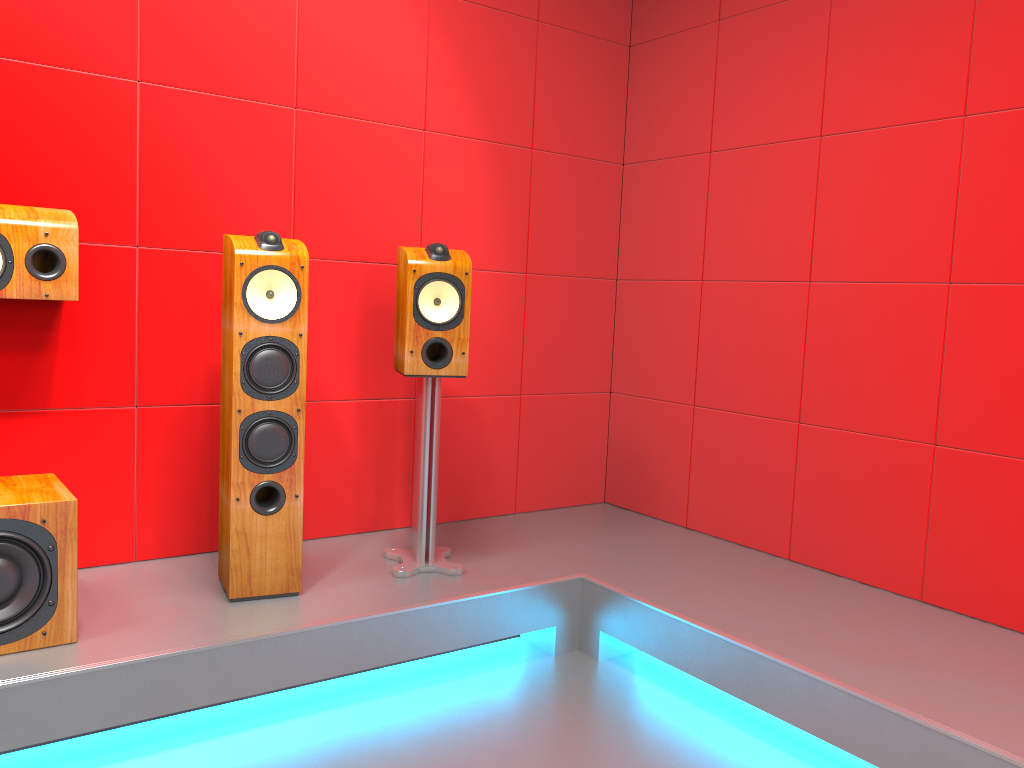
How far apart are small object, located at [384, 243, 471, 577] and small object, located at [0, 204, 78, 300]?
0.9 meters

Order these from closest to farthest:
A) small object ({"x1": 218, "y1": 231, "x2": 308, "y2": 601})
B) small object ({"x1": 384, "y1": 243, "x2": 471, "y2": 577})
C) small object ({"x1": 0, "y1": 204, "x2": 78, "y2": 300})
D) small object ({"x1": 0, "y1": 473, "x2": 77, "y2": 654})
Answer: small object ({"x1": 0, "y1": 473, "x2": 77, "y2": 654}) → small object ({"x1": 0, "y1": 204, "x2": 78, "y2": 300}) → small object ({"x1": 218, "y1": 231, "x2": 308, "y2": 601}) → small object ({"x1": 384, "y1": 243, "x2": 471, "y2": 577})

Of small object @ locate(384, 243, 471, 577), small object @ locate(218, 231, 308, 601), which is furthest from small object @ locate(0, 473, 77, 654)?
small object @ locate(384, 243, 471, 577)

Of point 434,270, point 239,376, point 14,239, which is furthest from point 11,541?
point 434,270

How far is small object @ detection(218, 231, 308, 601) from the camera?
2.5 meters

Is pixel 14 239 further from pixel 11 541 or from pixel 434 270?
pixel 434 270

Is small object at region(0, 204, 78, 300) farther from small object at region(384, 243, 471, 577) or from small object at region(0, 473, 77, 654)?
small object at region(384, 243, 471, 577)

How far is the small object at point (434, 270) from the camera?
2.7m

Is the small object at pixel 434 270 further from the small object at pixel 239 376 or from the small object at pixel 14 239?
the small object at pixel 14 239

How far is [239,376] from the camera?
2.5m
